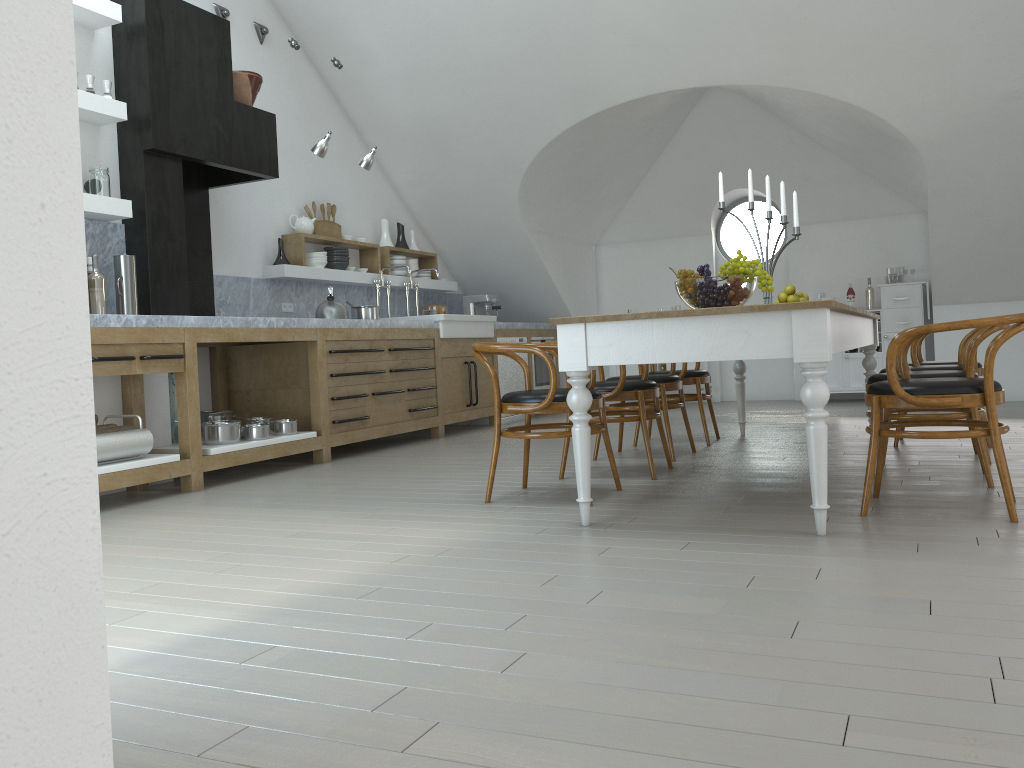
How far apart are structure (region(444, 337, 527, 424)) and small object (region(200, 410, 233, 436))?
2.92m

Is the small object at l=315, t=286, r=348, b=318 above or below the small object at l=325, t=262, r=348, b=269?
below

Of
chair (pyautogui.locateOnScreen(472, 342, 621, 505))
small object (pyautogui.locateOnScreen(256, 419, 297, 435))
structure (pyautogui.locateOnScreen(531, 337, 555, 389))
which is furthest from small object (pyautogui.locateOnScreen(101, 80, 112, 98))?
structure (pyautogui.locateOnScreen(531, 337, 555, 389))

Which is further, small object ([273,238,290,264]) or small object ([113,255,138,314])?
small object ([273,238,290,264])

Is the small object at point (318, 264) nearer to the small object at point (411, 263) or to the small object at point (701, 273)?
the small object at point (411, 263)

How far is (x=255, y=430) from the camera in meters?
5.4 m

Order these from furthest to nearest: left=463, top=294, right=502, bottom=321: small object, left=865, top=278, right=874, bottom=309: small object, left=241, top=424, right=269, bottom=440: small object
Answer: left=463, top=294, right=502, bottom=321: small object, left=865, top=278, right=874, bottom=309: small object, left=241, top=424, right=269, bottom=440: small object

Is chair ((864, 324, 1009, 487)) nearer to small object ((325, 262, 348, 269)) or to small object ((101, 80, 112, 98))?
small object ((101, 80, 112, 98))

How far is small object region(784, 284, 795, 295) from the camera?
5.53m

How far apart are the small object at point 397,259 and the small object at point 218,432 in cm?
313
